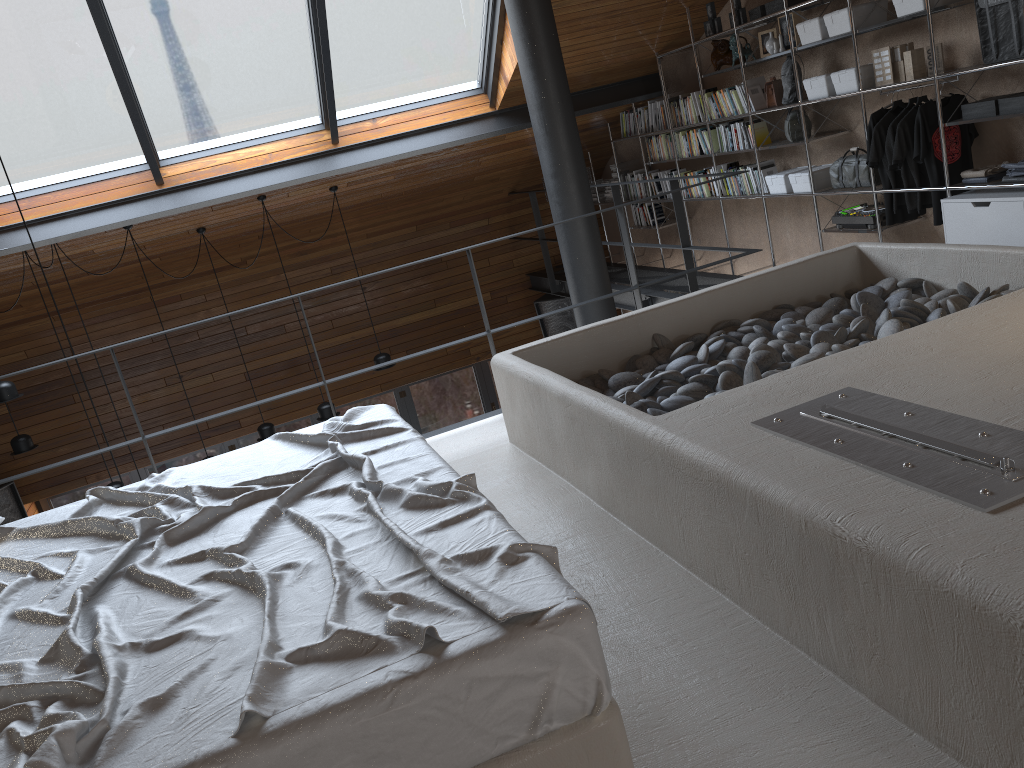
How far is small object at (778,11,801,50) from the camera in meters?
5.6

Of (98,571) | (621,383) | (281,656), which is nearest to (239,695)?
(281,656)

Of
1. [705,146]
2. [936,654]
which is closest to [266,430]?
[705,146]

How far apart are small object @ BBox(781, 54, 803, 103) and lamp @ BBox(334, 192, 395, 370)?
3.9m

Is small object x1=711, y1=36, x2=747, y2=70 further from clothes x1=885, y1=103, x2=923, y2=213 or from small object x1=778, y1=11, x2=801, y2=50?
clothes x1=885, y1=103, x2=923, y2=213

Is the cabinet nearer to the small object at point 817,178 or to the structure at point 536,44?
the small object at point 817,178

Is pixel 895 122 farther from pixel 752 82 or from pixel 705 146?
pixel 705 146

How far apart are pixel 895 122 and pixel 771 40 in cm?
131

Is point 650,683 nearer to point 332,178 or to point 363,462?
point 363,462

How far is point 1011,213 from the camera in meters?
4.4
